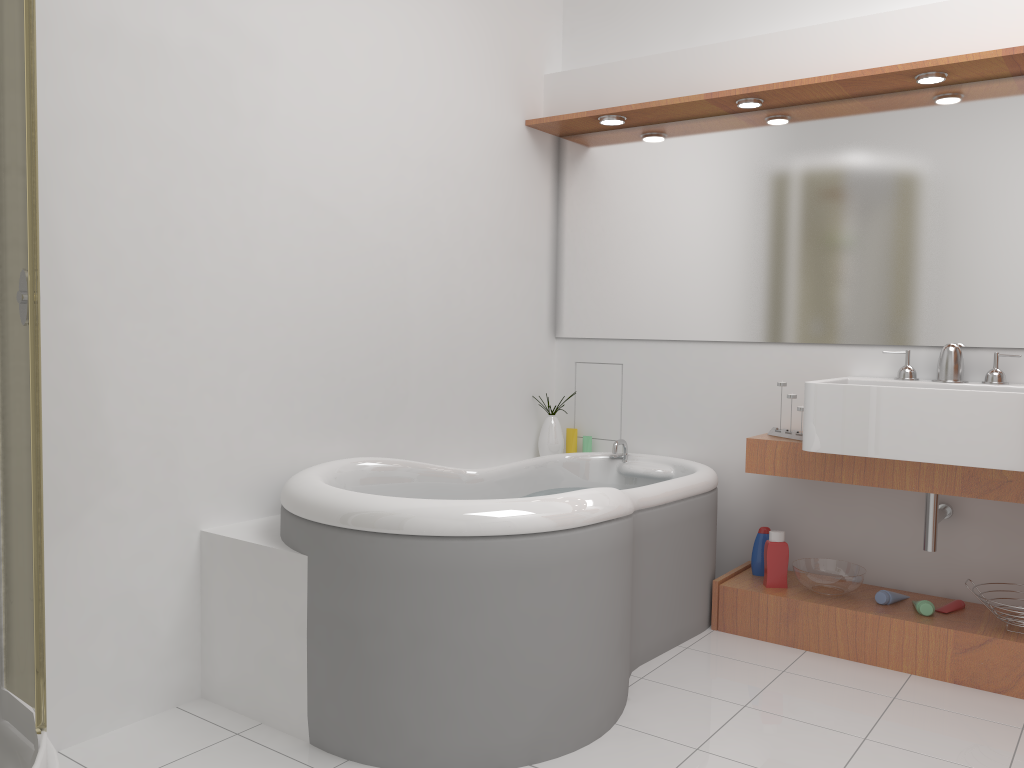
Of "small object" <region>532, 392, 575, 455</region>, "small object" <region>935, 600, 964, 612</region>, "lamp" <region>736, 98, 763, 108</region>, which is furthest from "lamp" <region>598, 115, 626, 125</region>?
"small object" <region>935, 600, 964, 612</region>

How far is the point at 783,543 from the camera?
3.2 meters

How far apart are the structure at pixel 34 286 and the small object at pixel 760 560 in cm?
240

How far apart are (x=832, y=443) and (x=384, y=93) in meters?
1.9

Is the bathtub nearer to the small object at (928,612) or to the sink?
the sink

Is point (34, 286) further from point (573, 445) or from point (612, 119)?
point (573, 445)

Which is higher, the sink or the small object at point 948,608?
the sink

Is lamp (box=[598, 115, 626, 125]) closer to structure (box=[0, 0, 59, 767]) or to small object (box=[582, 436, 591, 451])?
small object (box=[582, 436, 591, 451])

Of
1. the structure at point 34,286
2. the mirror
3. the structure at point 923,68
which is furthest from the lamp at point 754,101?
the structure at point 34,286

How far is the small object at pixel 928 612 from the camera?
2.87m
